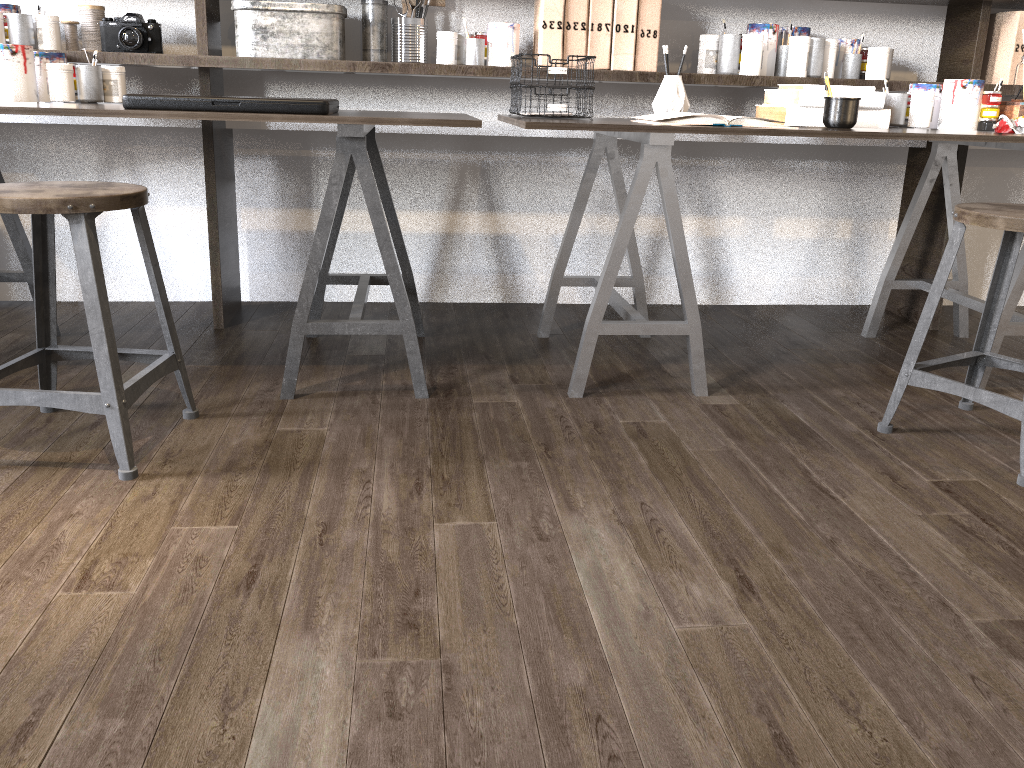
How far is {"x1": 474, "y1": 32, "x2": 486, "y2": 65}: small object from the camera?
2.55m

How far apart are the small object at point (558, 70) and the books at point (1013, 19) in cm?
140

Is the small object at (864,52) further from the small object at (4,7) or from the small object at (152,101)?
the small object at (4,7)

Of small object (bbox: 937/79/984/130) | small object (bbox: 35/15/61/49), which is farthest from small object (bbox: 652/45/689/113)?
small object (bbox: 35/15/61/49)

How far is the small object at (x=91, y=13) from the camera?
2.4m

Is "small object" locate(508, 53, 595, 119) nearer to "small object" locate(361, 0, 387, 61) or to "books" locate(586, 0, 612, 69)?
"books" locate(586, 0, 612, 69)

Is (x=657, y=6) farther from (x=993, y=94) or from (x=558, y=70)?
(x=993, y=94)

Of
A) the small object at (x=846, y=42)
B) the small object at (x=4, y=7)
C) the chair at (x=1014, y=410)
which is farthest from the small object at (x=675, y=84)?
the small object at (x=4, y=7)

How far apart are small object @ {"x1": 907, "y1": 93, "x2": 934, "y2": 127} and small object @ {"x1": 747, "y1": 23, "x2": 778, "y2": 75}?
0.4 meters

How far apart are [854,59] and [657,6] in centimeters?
65cm
